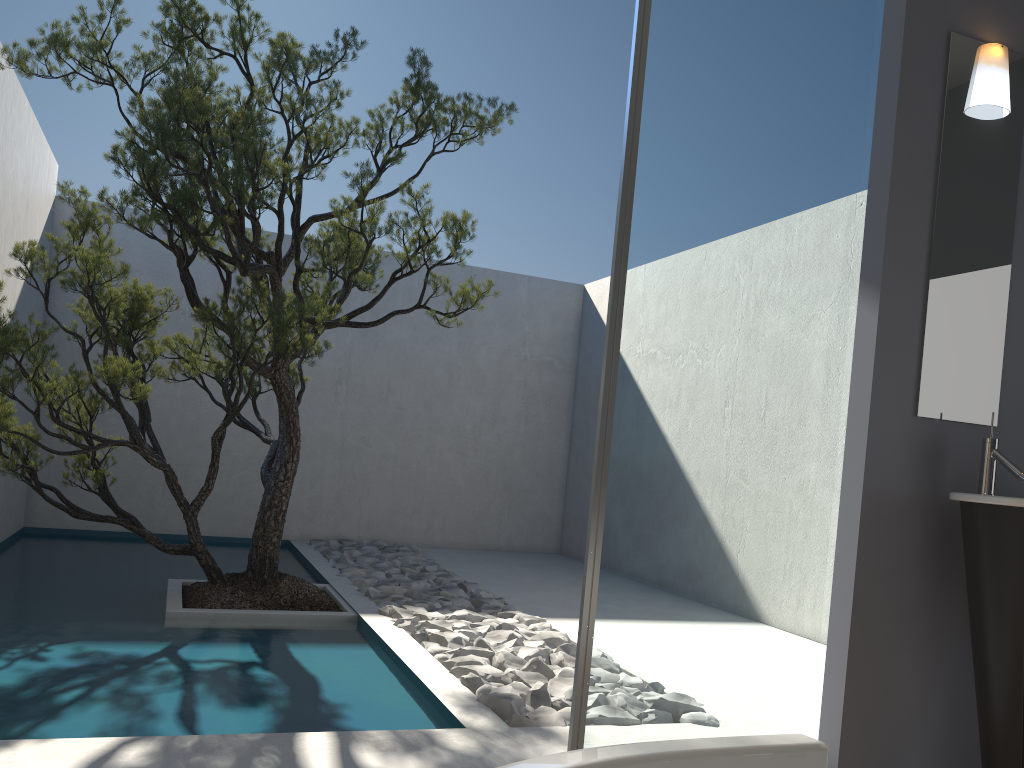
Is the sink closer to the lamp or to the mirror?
the mirror

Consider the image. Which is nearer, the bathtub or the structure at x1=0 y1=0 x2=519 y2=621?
the bathtub

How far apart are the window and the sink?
0.4 meters

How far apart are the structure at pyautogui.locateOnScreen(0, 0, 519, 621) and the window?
1.8 meters

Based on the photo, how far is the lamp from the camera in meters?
3.0

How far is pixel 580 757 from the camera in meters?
0.7 m

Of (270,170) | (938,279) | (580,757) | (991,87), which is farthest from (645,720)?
(270,170)

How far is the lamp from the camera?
2.96m

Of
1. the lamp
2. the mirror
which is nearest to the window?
the mirror

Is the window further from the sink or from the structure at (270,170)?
the structure at (270,170)
